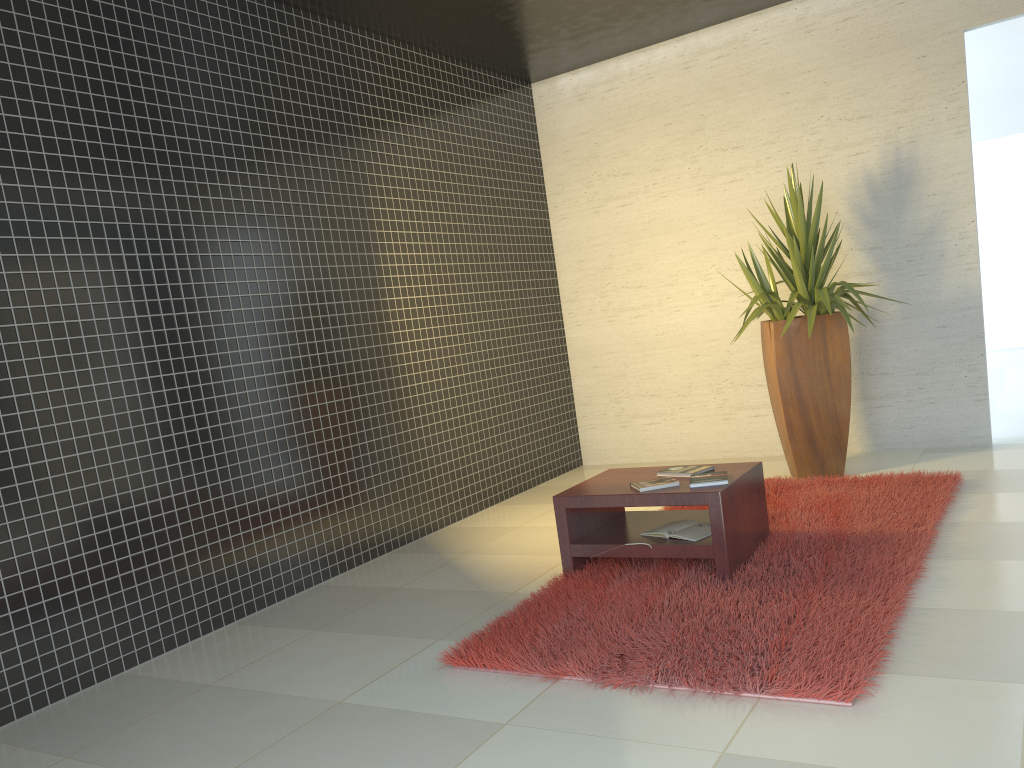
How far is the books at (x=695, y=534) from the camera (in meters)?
4.05

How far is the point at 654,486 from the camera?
4.1 meters

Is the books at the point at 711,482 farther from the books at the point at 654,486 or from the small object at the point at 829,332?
the small object at the point at 829,332

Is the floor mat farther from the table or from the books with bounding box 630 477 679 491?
the books with bounding box 630 477 679 491

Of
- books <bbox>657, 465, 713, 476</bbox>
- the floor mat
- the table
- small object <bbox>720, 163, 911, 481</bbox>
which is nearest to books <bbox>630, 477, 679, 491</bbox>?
the table

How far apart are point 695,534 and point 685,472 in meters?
0.3 m

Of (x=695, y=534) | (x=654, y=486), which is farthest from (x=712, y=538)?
(x=654, y=486)

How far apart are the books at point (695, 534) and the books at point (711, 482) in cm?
24

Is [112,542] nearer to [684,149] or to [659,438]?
[659,438]

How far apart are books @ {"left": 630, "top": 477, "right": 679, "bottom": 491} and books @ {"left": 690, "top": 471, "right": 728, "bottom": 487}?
0.08m
